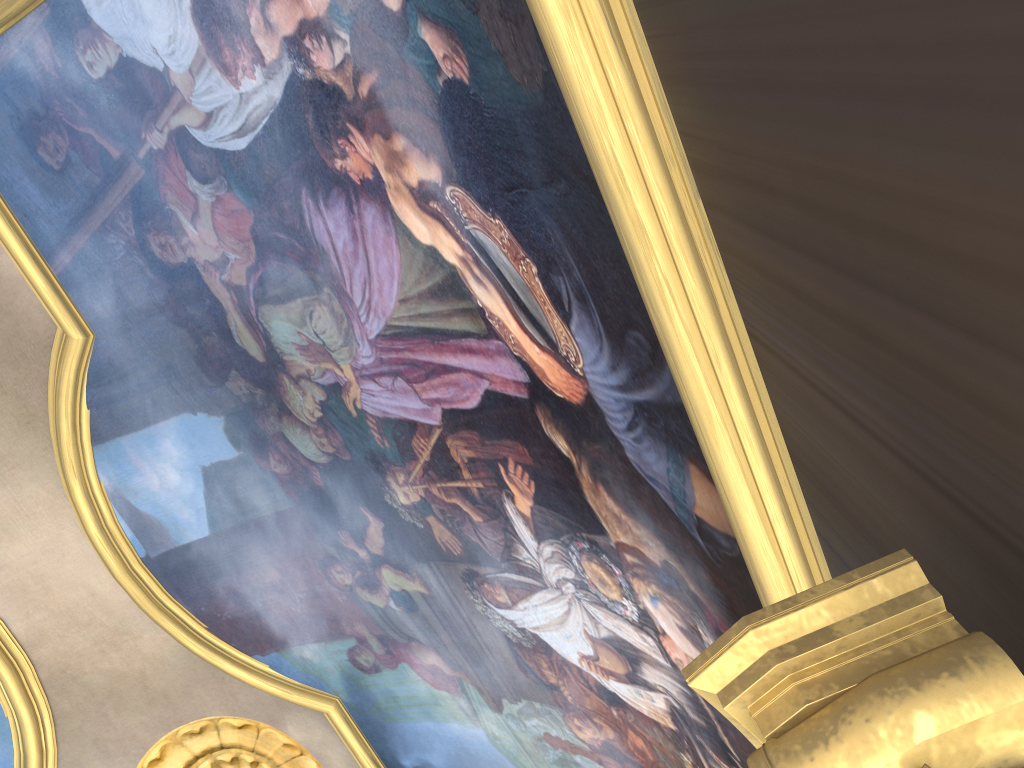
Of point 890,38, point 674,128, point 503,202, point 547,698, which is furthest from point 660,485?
point 547,698

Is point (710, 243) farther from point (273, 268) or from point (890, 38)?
point (273, 268)

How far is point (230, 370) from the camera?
7.03m
